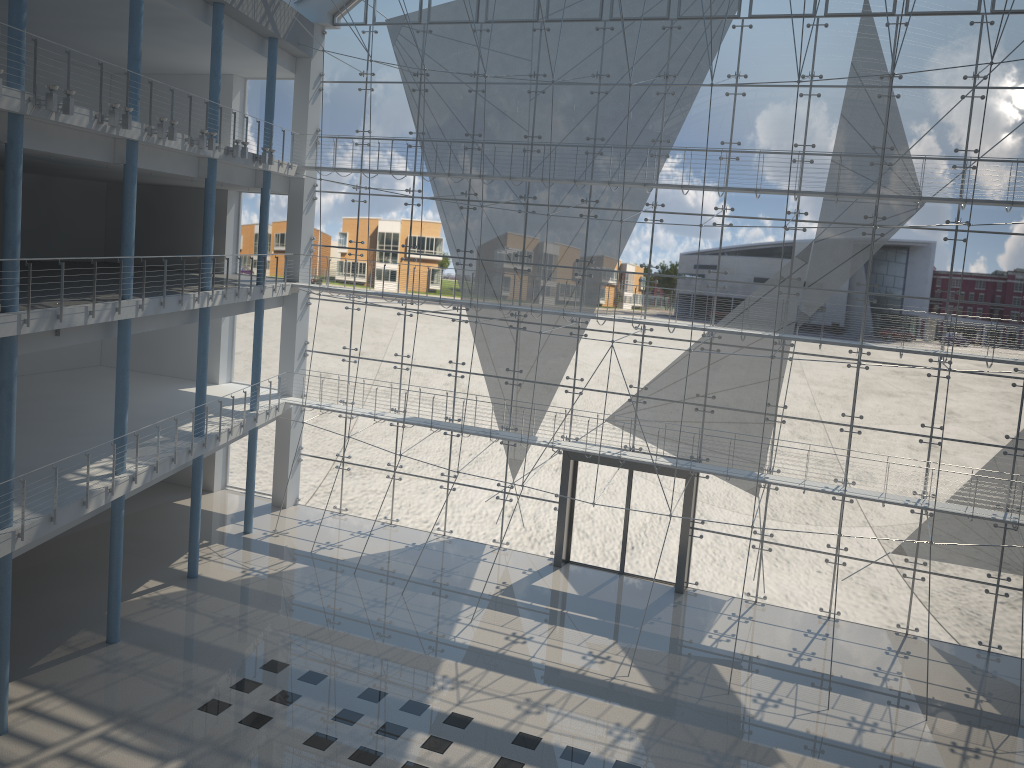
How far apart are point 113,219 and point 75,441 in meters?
1.7 m

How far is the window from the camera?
3.07m

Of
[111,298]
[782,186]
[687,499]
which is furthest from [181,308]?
[782,186]

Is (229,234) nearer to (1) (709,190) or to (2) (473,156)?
(2) (473,156)

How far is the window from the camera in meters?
3.1
